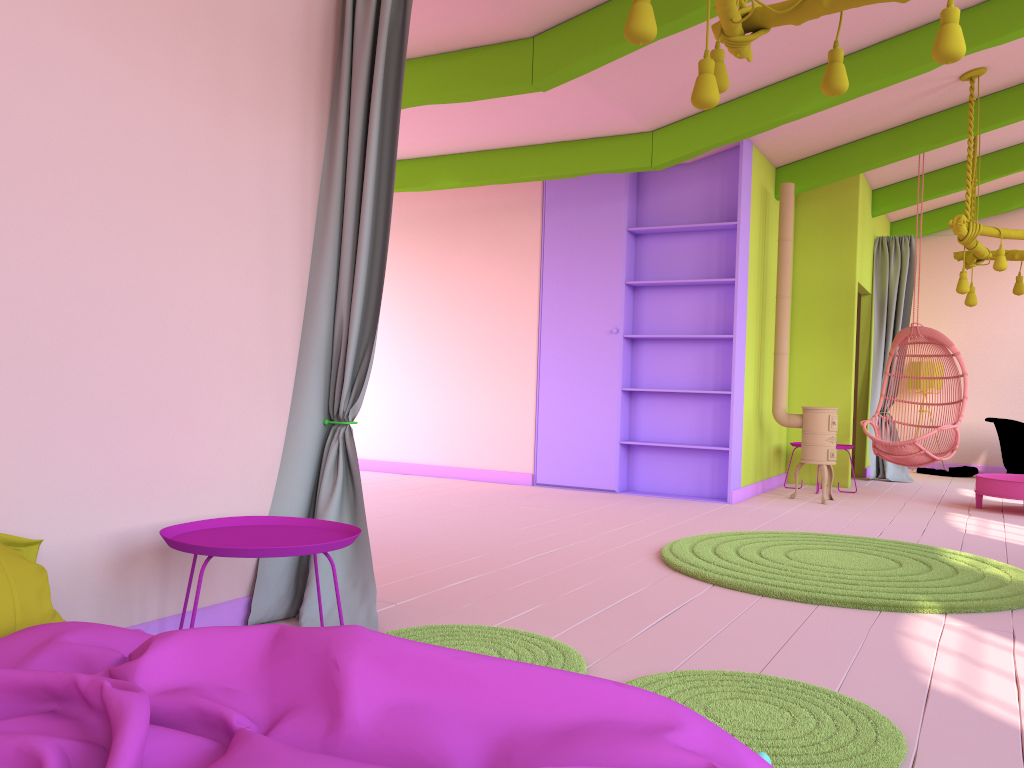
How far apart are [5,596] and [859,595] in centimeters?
333cm

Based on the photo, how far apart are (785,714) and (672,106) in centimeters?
502cm

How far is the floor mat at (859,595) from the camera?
3.9m

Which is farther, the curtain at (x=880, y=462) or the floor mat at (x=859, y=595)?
Result: the curtain at (x=880, y=462)

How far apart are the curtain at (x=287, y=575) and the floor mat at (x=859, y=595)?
1.8 meters

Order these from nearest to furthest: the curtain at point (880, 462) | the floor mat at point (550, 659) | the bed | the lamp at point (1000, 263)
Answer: the bed
the floor mat at point (550, 659)
the lamp at point (1000, 263)
the curtain at point (880, 462)

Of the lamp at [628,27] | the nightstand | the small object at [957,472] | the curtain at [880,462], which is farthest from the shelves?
the nightstand

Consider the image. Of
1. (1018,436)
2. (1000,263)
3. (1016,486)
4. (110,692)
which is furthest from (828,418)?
(110,692)

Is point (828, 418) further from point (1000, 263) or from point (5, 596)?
point (5, 596)

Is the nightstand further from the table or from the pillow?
the table
